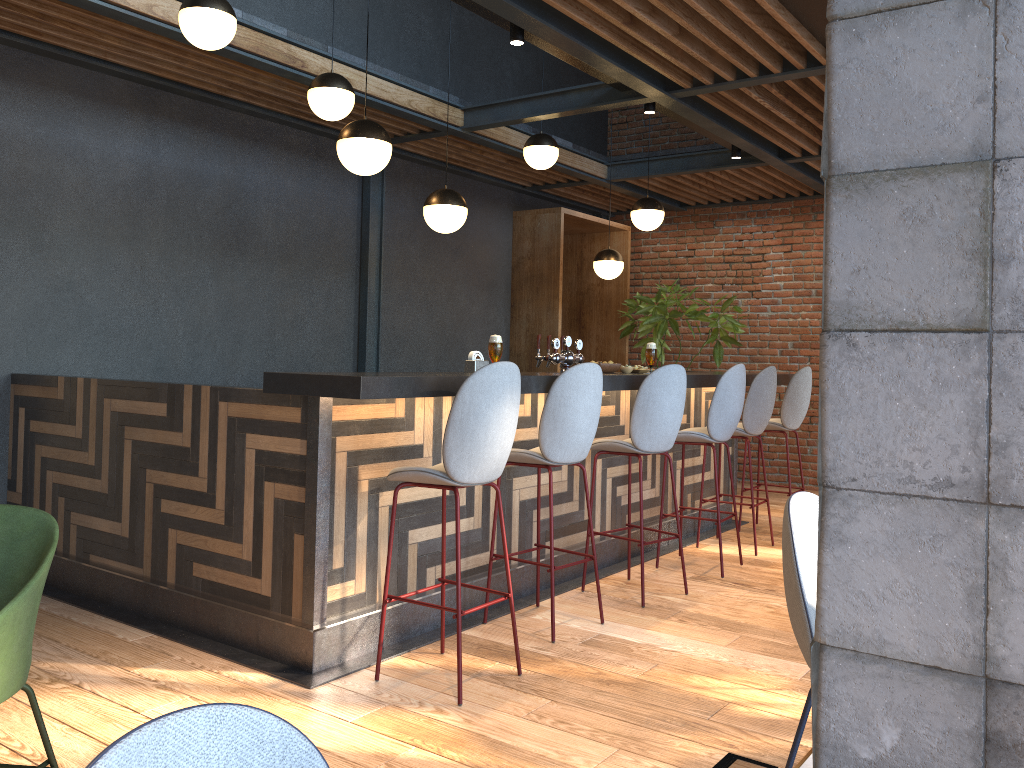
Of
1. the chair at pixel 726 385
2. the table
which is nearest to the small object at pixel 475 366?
the chair at pixel 726 385

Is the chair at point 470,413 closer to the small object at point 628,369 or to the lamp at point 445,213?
the small object at point 628,369

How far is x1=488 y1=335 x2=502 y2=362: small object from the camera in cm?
404

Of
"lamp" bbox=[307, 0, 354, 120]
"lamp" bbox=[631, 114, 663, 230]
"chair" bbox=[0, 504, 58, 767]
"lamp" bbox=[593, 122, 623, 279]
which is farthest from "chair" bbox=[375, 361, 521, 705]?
"lamp" bbox=[593, 122, 623, 279]

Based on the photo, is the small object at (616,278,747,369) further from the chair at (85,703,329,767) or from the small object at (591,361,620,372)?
the chair at (85,703,329,767)

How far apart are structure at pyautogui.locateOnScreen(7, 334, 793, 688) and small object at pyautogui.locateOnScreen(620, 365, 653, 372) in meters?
0.2

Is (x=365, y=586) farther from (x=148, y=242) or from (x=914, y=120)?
(x=914, y=120)

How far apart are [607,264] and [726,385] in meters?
2.6

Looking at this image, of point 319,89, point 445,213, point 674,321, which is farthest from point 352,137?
point 674,321

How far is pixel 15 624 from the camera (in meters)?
2.14
